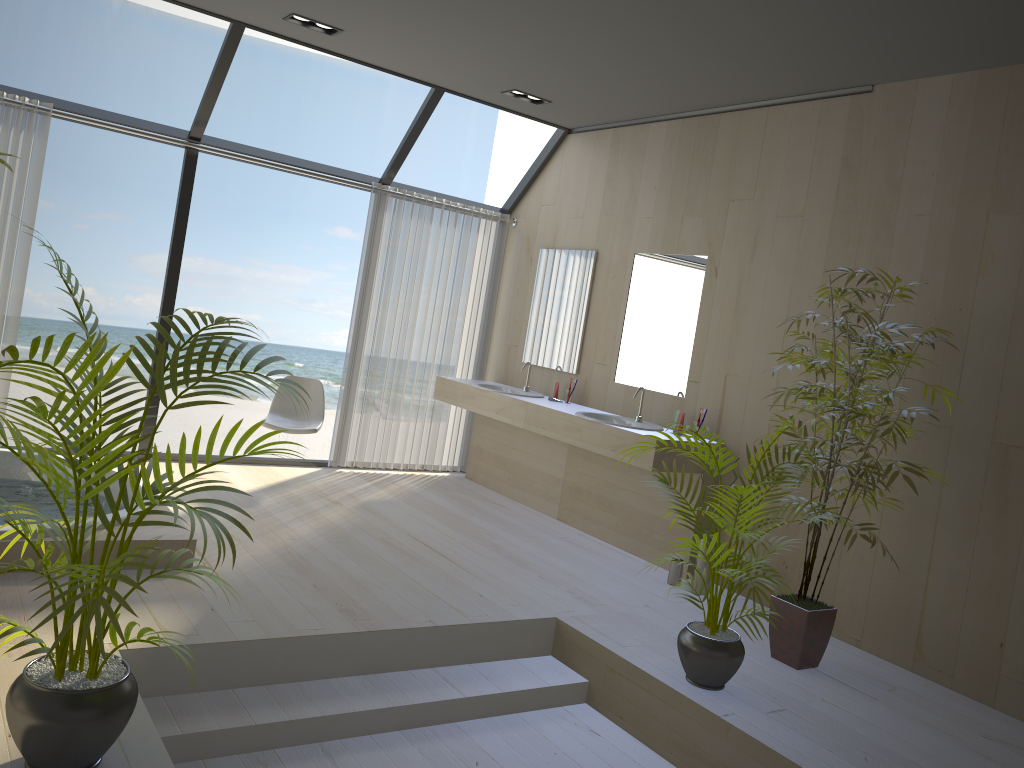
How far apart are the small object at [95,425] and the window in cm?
324

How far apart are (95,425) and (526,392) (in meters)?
4.47

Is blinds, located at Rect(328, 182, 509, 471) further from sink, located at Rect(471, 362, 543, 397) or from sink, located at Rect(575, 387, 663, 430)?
sink, located at Rect(575, 387, 663, 430)

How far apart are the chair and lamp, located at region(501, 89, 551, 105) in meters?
2.3 m

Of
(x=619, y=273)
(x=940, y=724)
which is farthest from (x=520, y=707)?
(x=619, y=273)

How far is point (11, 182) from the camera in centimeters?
503cm

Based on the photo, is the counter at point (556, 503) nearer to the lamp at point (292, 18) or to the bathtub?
the bathtub

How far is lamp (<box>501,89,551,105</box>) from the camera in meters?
5.8

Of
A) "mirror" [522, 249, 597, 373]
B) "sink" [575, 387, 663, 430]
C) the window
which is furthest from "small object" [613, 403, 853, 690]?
the window

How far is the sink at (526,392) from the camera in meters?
6.4 m
